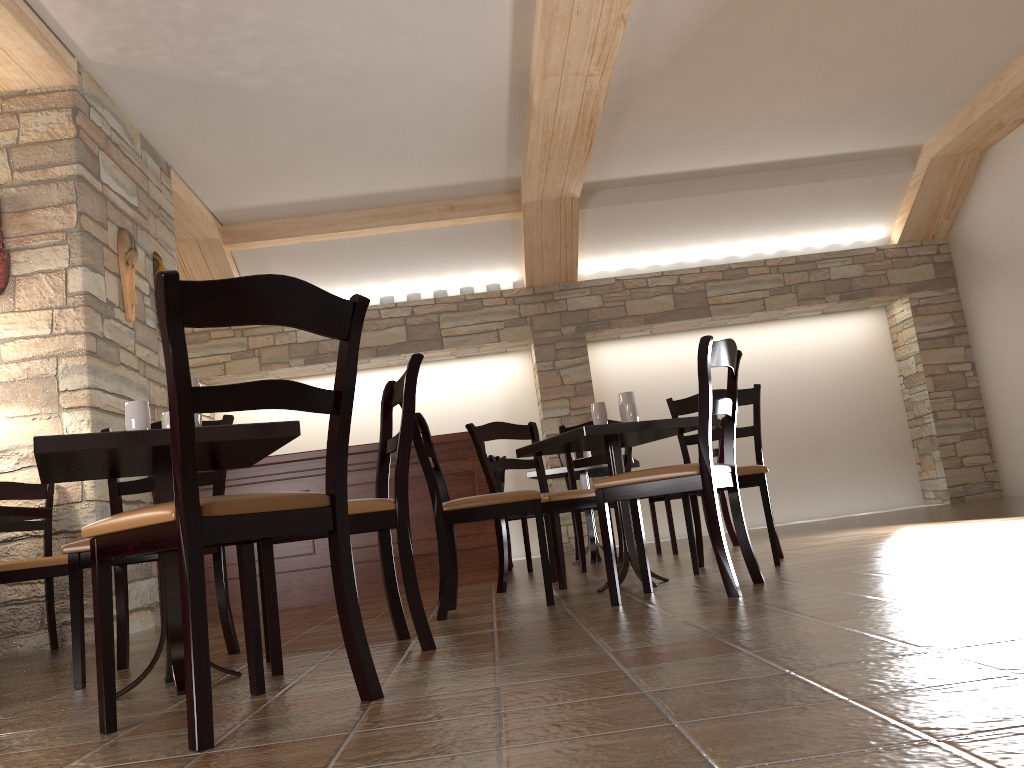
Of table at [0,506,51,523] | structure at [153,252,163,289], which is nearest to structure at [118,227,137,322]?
structure at [153,252,163,289]

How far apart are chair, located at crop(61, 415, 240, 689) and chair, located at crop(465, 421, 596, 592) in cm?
145

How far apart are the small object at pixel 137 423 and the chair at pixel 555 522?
2.01m

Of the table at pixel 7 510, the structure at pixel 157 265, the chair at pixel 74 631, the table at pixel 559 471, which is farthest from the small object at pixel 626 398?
the structure at pixel 157 265

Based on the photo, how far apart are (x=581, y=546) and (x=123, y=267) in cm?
316

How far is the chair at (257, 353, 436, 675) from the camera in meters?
2.4 m

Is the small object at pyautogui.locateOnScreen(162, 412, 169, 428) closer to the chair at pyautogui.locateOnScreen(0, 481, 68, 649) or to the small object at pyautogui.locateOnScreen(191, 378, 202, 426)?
the small object at pyautogui.locateOnScreen(191, 378, 202, 426)

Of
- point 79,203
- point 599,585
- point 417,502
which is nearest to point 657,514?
point 417,502

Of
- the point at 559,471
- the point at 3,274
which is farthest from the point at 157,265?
the point at 559,471

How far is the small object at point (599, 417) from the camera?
3.8 meters
